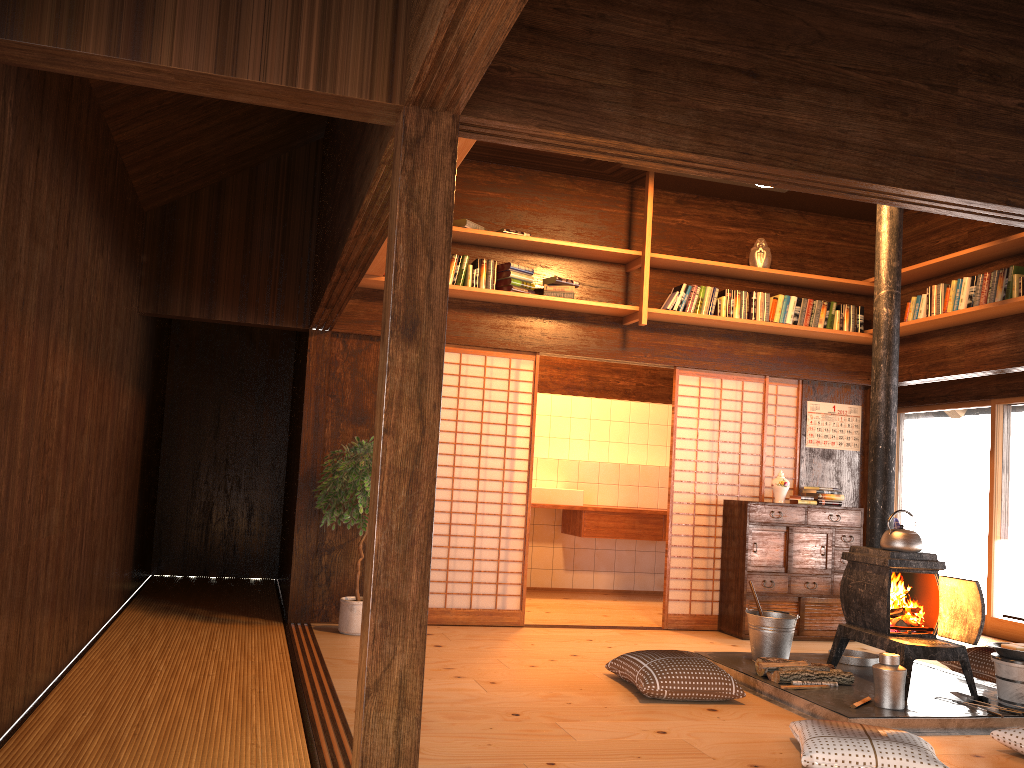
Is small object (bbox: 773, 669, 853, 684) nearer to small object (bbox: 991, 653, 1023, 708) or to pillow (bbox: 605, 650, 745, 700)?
pillow (bbox: 605, 650, 745, 700)

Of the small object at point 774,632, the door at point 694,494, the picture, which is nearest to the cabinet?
the door at point 694,494

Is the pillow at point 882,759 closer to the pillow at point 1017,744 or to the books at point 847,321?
the pillow at point 1017,744

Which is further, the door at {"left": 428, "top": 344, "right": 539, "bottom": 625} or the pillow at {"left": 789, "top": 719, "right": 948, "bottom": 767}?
the door at {"left": 428, "top": 344, "right": 539, "bottom": 625}

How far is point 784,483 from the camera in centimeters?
687cm

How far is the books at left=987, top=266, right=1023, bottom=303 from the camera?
5.76m

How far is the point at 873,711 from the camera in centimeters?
426cm

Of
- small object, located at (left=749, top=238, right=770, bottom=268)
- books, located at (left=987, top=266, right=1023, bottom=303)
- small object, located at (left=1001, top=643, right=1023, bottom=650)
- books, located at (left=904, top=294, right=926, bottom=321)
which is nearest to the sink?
small object, located at (left=749, top=238, right=770, bottom=268)

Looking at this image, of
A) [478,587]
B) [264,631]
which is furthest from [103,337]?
[478,587]

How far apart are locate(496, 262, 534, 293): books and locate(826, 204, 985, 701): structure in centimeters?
232cm
